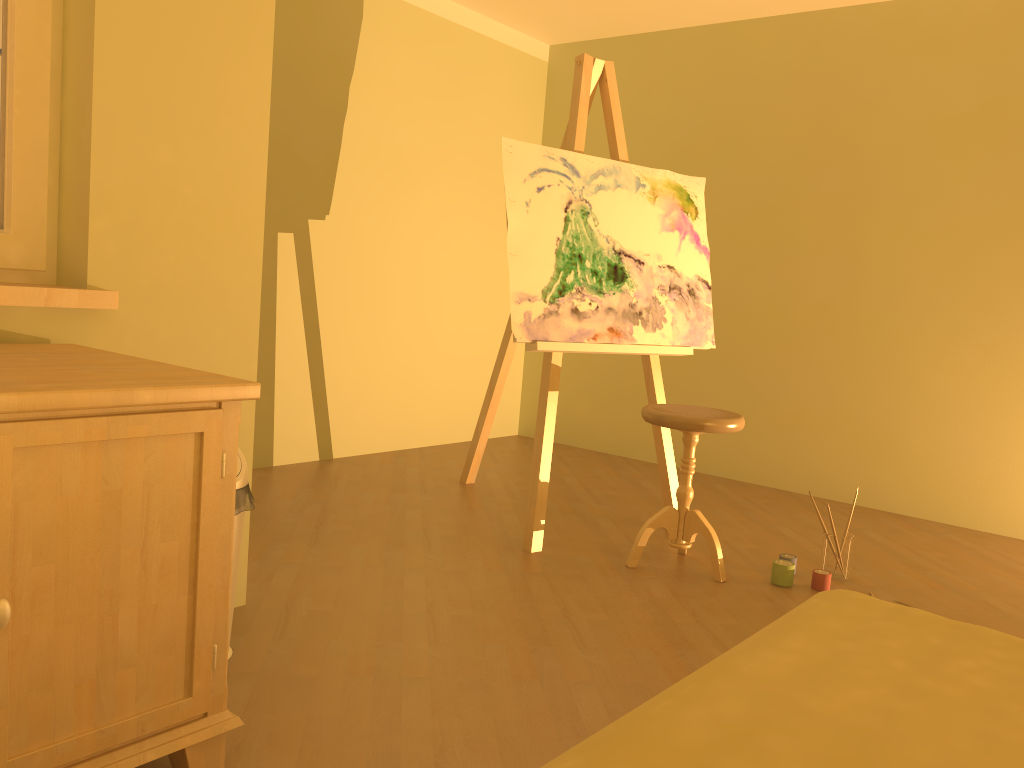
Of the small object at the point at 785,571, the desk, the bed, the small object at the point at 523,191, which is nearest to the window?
the desk

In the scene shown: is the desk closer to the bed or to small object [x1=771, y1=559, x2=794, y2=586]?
the bed

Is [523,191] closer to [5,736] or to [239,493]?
[239,493]

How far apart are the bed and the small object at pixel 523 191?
1.64m

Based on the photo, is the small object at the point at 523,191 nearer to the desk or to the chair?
the chair

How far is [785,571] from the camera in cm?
295

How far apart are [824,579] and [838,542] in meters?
0.2 m

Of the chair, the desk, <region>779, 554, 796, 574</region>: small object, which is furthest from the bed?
<region>779, 554, 796, 574</region>: small object

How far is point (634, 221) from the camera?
3.5 meters

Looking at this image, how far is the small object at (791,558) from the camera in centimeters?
309cm
